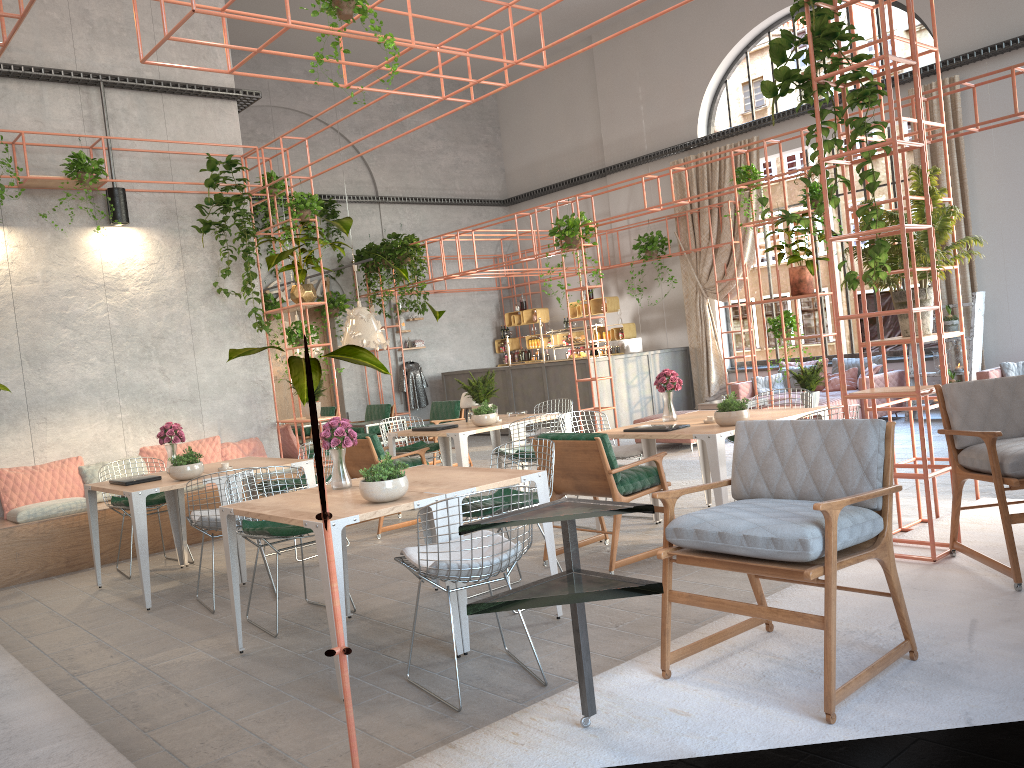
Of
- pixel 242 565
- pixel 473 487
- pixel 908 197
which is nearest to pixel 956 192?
pixel 908 197

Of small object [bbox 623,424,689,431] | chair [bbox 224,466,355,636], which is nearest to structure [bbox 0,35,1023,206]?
chair [bbox 224,466,355,636]

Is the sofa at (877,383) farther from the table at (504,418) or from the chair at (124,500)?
the chair at (124,500)

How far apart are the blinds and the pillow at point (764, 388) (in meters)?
1.86

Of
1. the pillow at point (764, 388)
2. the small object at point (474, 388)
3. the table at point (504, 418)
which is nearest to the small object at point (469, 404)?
the small object at point (474, 388)

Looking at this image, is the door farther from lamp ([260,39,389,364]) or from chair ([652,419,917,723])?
chair ([652,419,917,723])

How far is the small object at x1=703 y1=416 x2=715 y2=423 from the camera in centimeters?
647cm

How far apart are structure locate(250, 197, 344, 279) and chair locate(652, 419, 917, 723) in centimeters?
1335cm

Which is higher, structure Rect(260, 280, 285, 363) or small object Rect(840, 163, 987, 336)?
structure Rect(260, 280, 285, 363)

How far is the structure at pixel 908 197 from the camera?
5.46m
